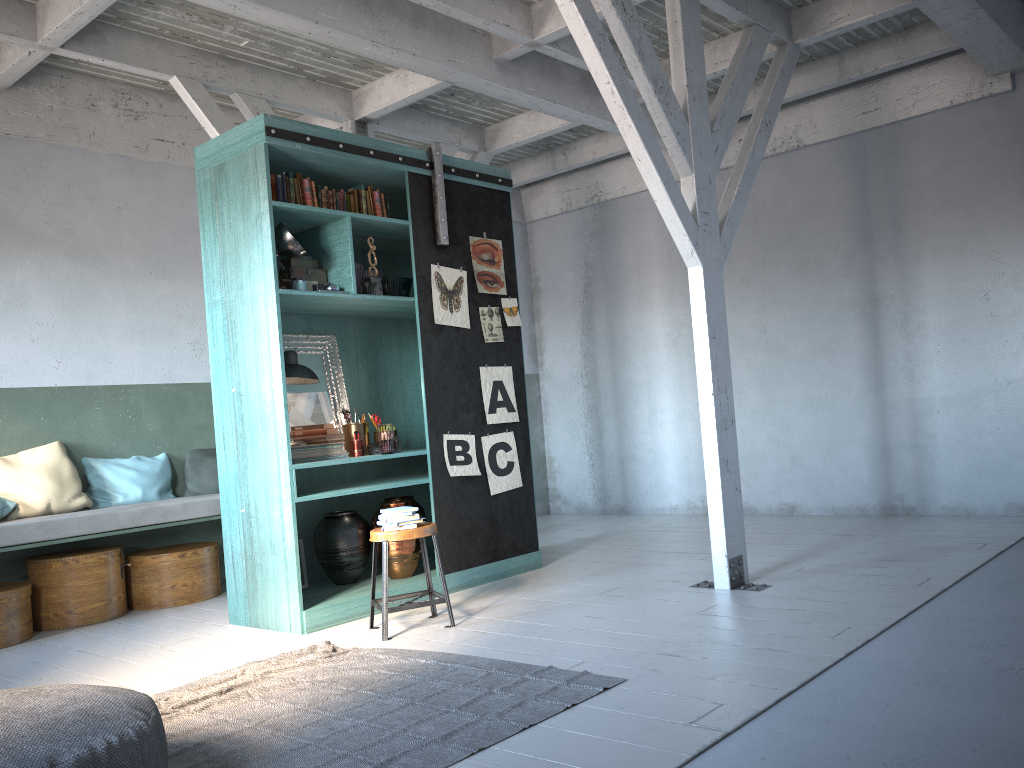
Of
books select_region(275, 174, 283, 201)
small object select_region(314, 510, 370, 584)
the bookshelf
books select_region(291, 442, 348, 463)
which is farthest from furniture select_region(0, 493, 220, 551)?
books select_region(275, 174, 283, 201)

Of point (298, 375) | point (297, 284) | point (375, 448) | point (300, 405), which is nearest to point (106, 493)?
point (300, 405)

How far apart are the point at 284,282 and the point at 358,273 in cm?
53

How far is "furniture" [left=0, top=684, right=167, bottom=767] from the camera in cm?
289

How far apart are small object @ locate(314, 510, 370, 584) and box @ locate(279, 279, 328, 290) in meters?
1.8 m

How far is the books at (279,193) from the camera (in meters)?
6.21

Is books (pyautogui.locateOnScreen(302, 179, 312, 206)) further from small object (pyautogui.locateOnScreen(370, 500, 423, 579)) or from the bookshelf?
small object (pyautogui.locateOnScreen(370, 500, 423, 579))

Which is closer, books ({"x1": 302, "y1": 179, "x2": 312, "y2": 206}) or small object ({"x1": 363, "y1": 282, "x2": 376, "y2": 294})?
books ({"x1": 302, "y1": 179, "x2": 312, "y2": 206})

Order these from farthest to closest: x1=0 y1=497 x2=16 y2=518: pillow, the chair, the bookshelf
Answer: x1=0 y1=497 x2=16 y2=518: pillow
the bookshelf
the chair

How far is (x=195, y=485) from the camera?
8.1 meters
